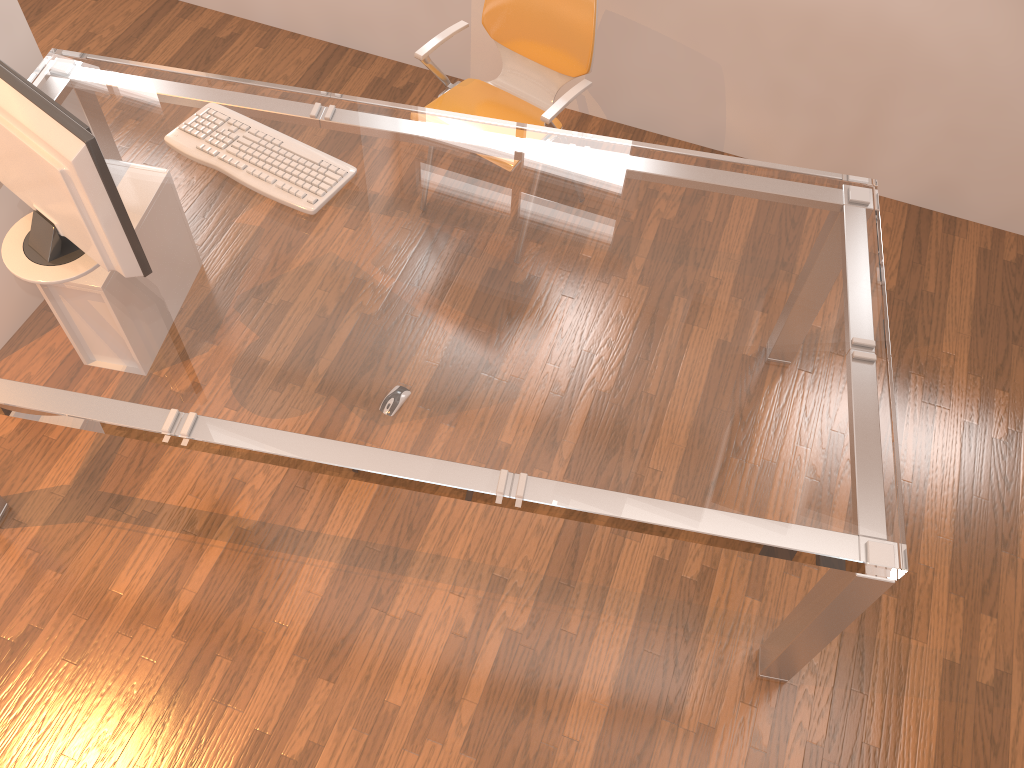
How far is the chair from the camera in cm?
265

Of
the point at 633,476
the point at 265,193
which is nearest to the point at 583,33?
the point at 265,193

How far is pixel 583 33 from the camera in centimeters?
265cm

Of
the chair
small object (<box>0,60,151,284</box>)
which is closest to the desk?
small object (<box>0,60,151,284</box>)

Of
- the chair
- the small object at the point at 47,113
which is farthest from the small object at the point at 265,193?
the chair

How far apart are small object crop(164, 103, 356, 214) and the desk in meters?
0.0

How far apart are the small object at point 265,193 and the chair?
0.6 meters

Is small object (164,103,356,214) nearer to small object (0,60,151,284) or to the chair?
small object (0,60,151,284)

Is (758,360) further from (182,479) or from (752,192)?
(182,479)

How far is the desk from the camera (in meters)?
1.76
